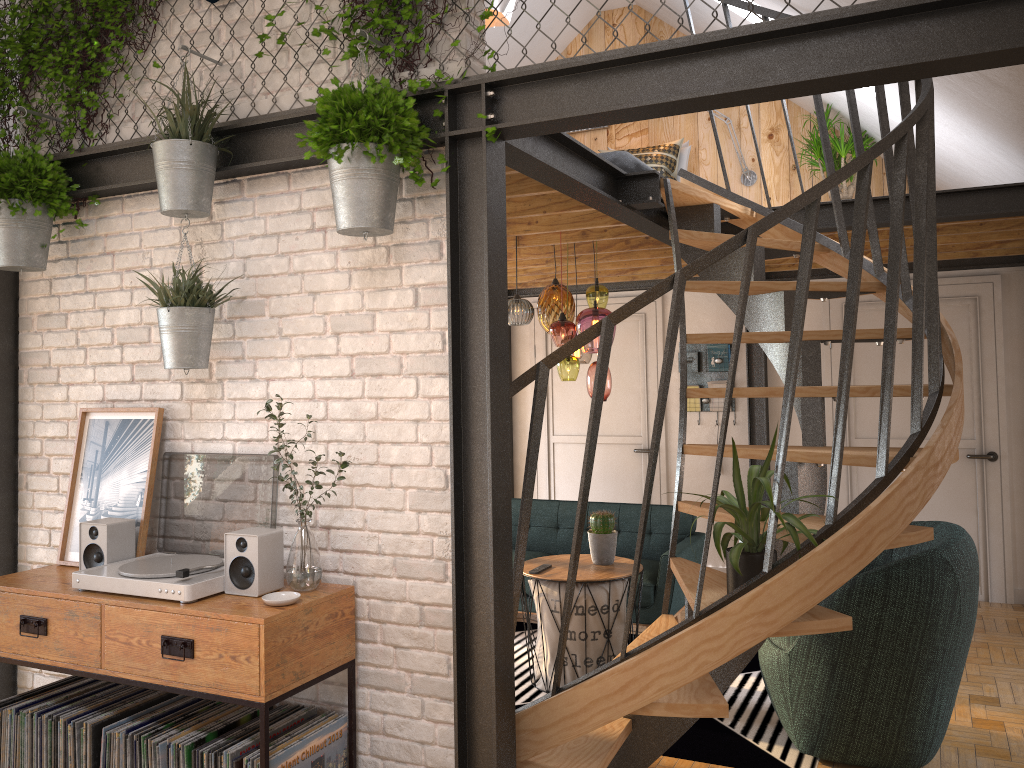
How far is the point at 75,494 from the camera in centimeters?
334cm

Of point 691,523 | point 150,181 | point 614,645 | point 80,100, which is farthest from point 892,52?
point 691,523

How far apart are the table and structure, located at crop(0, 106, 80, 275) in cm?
269

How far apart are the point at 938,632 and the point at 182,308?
3.07m

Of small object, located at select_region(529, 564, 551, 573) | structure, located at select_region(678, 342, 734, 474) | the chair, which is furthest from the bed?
the chair

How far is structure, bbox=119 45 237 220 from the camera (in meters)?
2.90

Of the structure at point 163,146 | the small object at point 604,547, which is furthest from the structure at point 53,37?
the small object at point 604,547

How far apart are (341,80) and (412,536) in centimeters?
151cm

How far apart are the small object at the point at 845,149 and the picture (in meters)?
4.73

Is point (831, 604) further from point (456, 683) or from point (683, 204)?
point (683, 204)
